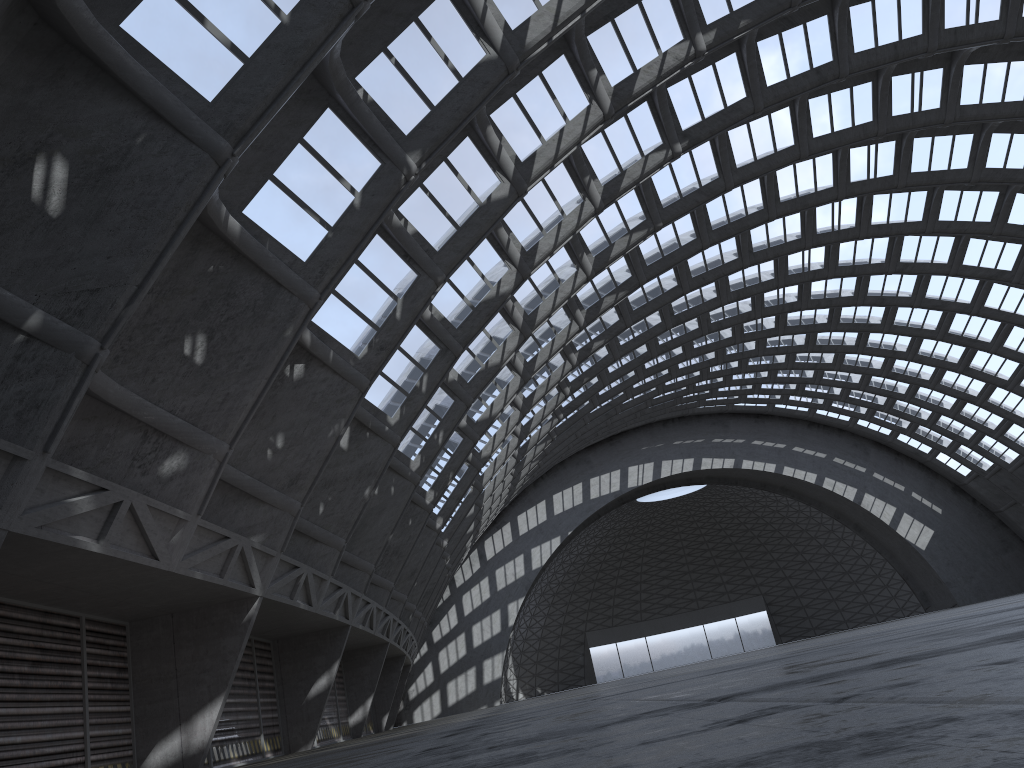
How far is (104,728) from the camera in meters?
15.4 m

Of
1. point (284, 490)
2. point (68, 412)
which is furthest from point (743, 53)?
point (68, 412)
